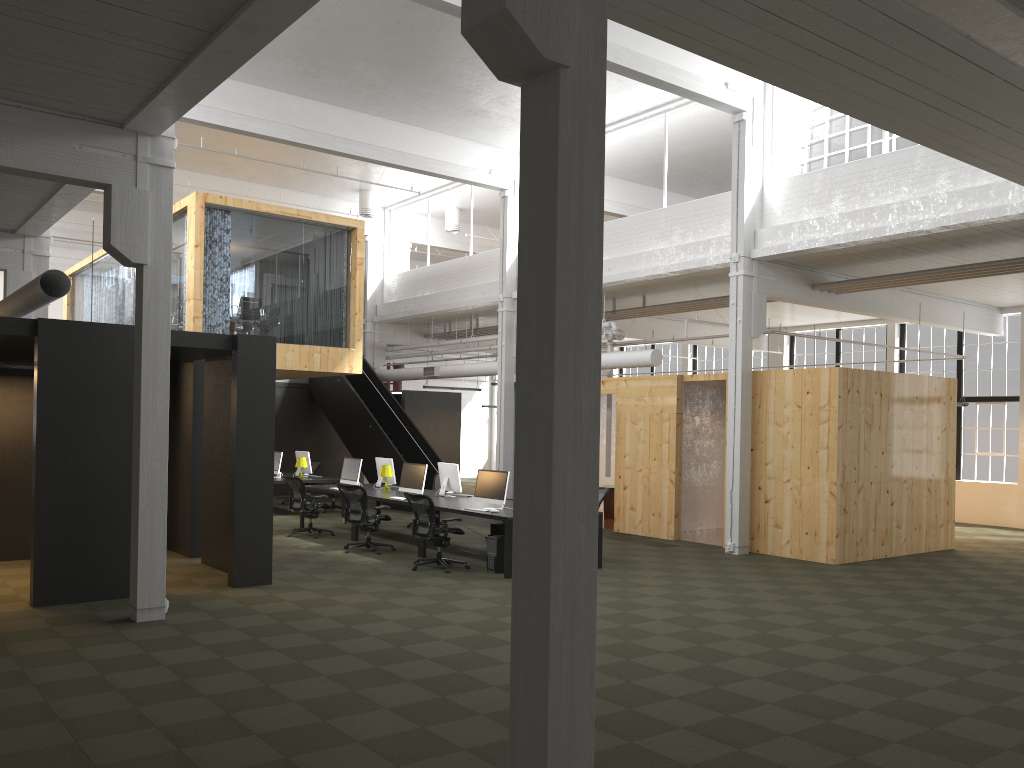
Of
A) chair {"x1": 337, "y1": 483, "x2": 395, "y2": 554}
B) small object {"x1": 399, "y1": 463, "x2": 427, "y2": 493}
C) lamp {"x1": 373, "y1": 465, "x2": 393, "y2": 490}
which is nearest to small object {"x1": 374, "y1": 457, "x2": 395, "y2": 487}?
lamp {"x1": 373, "y1": 465, "x2": 393, "y2": 490}

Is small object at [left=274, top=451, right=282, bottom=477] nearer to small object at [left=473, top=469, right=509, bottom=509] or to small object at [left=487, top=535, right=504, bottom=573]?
small object at [left=473, top=469, right=509, bottom=509]

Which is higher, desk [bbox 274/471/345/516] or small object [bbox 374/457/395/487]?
small object [bbox 374/457/395/487]

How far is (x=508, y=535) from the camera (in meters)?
10.84

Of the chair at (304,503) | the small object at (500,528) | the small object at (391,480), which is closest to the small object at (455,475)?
the small object at (500,528)

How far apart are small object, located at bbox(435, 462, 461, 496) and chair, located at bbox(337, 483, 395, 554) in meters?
1.3 m

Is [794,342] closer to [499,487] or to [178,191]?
[499,487]

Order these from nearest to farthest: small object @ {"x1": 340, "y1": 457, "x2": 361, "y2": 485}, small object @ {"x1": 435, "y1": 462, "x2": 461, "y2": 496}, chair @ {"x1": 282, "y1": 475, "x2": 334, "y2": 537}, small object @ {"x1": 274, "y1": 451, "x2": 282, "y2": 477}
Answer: Answer: small object @ {"x1": 435, "y1": 462, "x2": 461, "y2": 496} < chair @ {"x1": 282, "y1": 475, "x2": 334, "y2": 537} < small object @ {"x1": 340, "y1": 457, "x2": 361, "y2": 485} < small object @ {"x1": 274, "y1": 451, "x2": 282, "y2": 477}

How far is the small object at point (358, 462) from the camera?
14.9 meters

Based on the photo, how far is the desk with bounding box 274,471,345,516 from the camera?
16.8 meters
